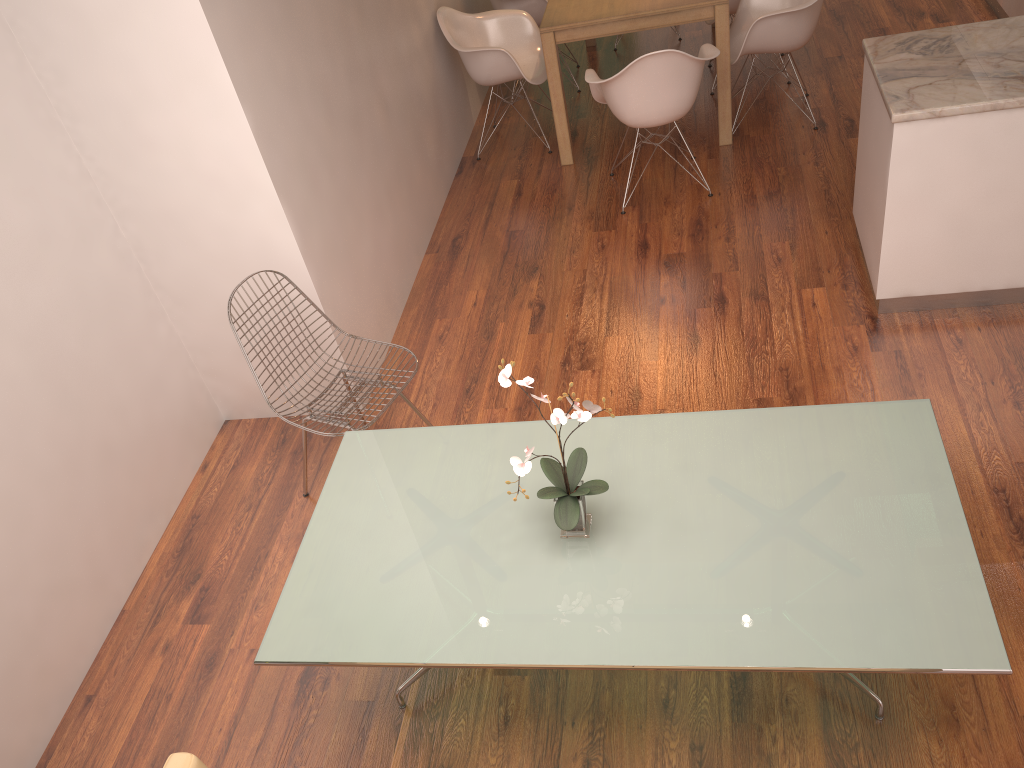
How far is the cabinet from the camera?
3.3m

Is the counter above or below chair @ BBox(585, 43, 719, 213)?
above

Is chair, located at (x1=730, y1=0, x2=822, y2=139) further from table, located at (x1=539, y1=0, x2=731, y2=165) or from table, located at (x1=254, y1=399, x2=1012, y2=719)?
table, located at (x1=254, y1=399, x2=1012, y2=719)

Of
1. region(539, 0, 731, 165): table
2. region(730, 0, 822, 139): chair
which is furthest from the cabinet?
region(539, 0, 731, 165): table

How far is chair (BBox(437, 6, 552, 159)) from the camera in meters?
5.4

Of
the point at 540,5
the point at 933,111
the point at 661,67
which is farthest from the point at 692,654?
the point at 540,5

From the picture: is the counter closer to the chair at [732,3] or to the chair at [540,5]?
the chair at [732,3]

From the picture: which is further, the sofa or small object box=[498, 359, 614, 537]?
small object box=[498, 359, 614, 537]

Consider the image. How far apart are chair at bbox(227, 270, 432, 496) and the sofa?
1.50m

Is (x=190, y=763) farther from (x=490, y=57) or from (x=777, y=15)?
(x=777, y=15)
